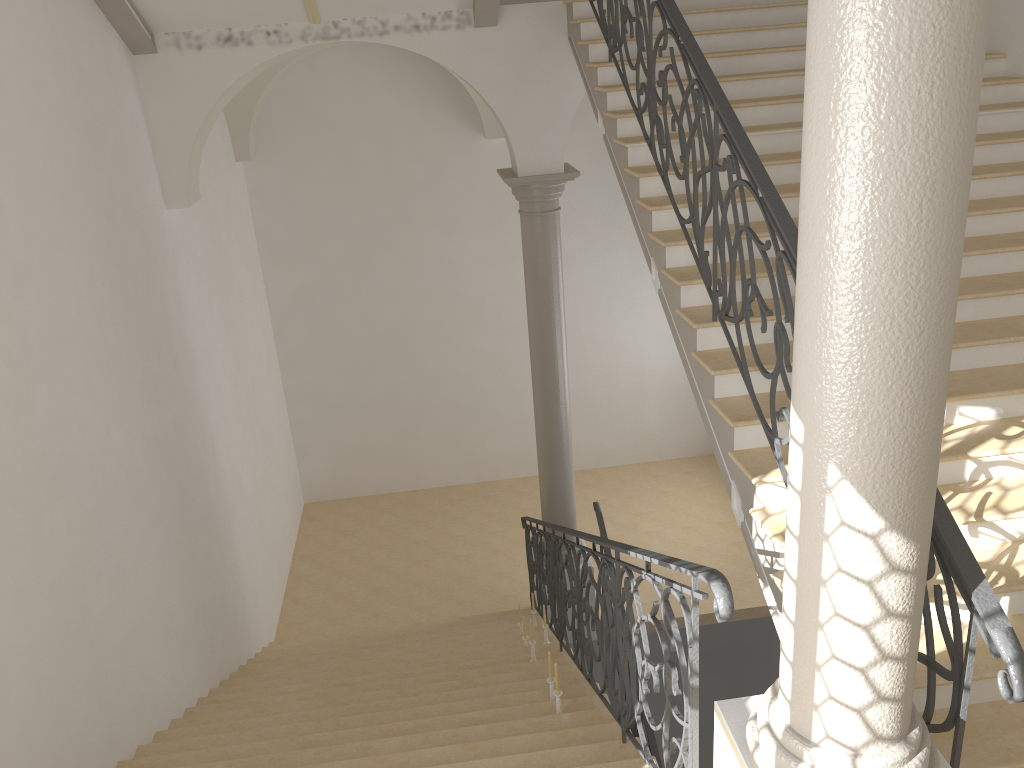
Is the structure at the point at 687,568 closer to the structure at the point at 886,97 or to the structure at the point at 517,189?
the structure at the point at 886,97

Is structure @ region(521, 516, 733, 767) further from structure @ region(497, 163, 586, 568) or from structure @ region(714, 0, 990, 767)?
structure @ region(497, 163, 586, 568)

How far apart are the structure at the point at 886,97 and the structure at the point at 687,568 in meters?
0.1 m

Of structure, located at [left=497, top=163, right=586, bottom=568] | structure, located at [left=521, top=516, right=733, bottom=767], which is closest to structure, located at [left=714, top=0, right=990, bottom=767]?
structure, located at [left=521, top=516, right=733, bottom=767]

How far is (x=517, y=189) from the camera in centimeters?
816cm

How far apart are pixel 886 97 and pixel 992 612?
1.5m

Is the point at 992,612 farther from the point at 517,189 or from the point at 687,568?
the point at 517,189

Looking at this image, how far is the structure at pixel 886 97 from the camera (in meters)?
1.89

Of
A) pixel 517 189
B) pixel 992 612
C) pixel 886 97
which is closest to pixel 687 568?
pixel 992 612

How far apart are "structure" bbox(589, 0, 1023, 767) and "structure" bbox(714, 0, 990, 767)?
0.13m
